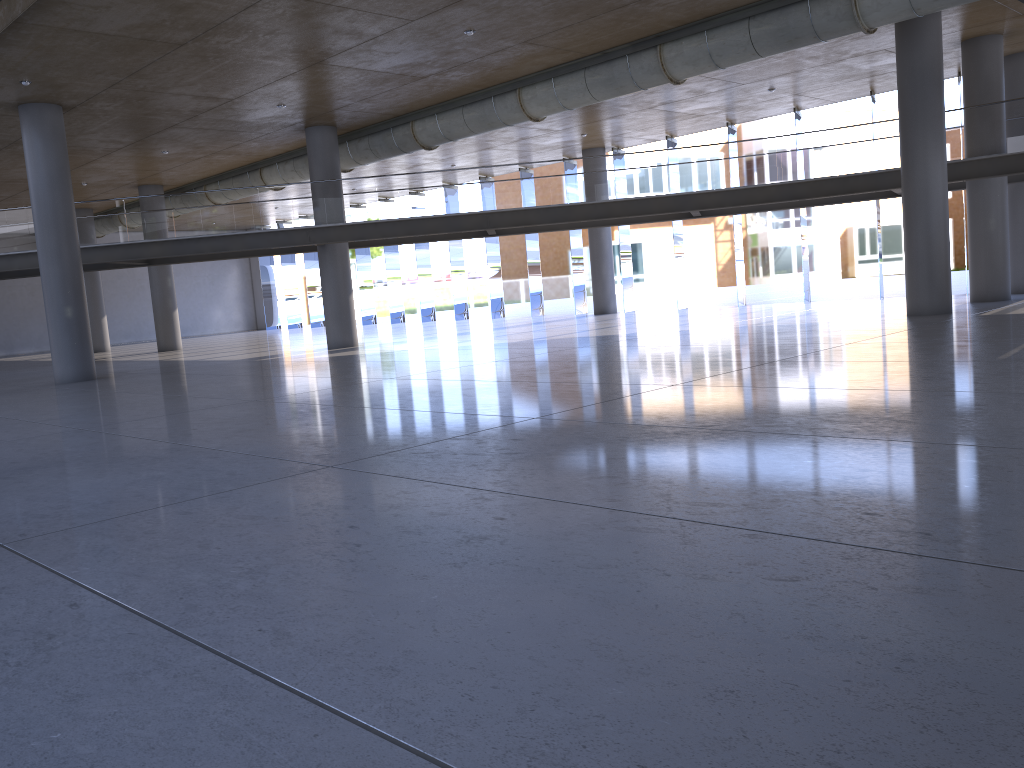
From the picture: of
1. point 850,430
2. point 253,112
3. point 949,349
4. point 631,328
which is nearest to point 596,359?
point 949,349
